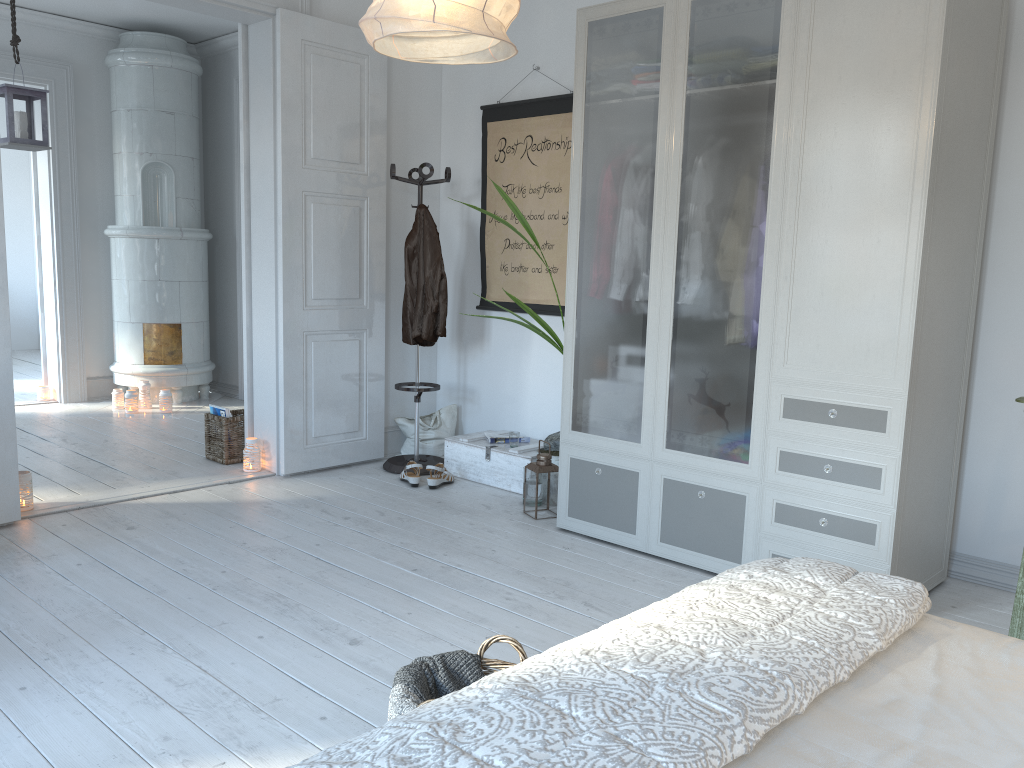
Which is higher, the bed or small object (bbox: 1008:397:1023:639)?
the bed

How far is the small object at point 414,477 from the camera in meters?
4.5 m

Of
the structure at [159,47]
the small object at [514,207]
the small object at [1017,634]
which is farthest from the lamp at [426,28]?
the structure at [159,47]

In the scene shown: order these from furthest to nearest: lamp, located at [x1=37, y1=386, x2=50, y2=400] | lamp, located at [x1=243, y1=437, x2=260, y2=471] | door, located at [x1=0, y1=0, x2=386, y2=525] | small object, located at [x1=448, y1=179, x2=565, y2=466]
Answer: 1. lamp, located at [x1=37, y1=386, x2=50, y2=400]
2. lamp, located at [x1=243, y1=437, x2=260, y2=471]
3. door, located at [x1=0, y1=0, x2=386, y2=525]
4. small object, located at [x1=448, y1=179, x2=565, y2=466]

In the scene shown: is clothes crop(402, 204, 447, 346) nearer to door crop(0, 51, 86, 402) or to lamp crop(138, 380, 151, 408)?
lamp crop(138, 380, 151, 408)

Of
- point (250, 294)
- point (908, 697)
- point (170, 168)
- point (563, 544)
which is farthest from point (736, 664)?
point (170, 168)

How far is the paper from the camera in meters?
4.7 m

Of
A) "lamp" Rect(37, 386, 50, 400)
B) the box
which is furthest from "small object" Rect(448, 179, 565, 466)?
"lamp" Rect(37, 386, 50, 400)

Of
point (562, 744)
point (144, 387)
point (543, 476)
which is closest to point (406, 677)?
point (562, 744)

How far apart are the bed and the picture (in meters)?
3.25
